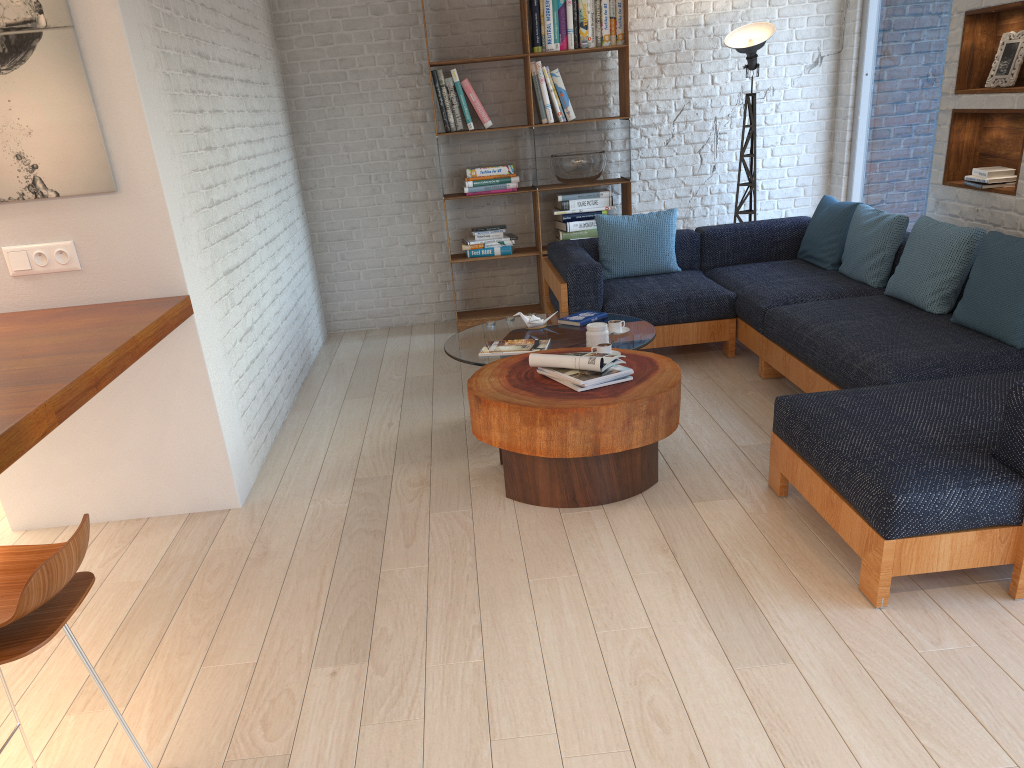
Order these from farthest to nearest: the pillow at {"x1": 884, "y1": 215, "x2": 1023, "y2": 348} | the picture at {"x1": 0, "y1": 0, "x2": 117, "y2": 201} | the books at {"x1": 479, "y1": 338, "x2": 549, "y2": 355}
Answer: the books at {"x1": 479, "y1": 338, "x2": 549, "y2": 355}, the pillow at {"x1": 884, "y1": 215, "x2": 1023, "y2": 348}, the picture at {"x1": 0, "y1": 0, "x2": 117, "y2": 201}

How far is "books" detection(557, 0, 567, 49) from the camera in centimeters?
612cm

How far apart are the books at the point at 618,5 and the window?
1.8m

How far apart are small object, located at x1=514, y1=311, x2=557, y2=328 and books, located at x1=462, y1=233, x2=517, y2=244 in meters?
1.9

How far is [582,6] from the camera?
6.10m

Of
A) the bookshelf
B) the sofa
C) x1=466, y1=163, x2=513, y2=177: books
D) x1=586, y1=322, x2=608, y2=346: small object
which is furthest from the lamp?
x1=586, y1=322, x2=608, y2=346: small object

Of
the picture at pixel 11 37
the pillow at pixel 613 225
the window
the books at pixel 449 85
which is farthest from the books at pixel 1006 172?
the picture at pixel 11 37

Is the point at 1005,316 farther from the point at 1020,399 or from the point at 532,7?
the point at 532,7

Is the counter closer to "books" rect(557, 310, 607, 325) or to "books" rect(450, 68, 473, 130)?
"books" rect(557, 310, 607, 325)

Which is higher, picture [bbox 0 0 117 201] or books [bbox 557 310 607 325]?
picture [bbox 0 0 117 201]
